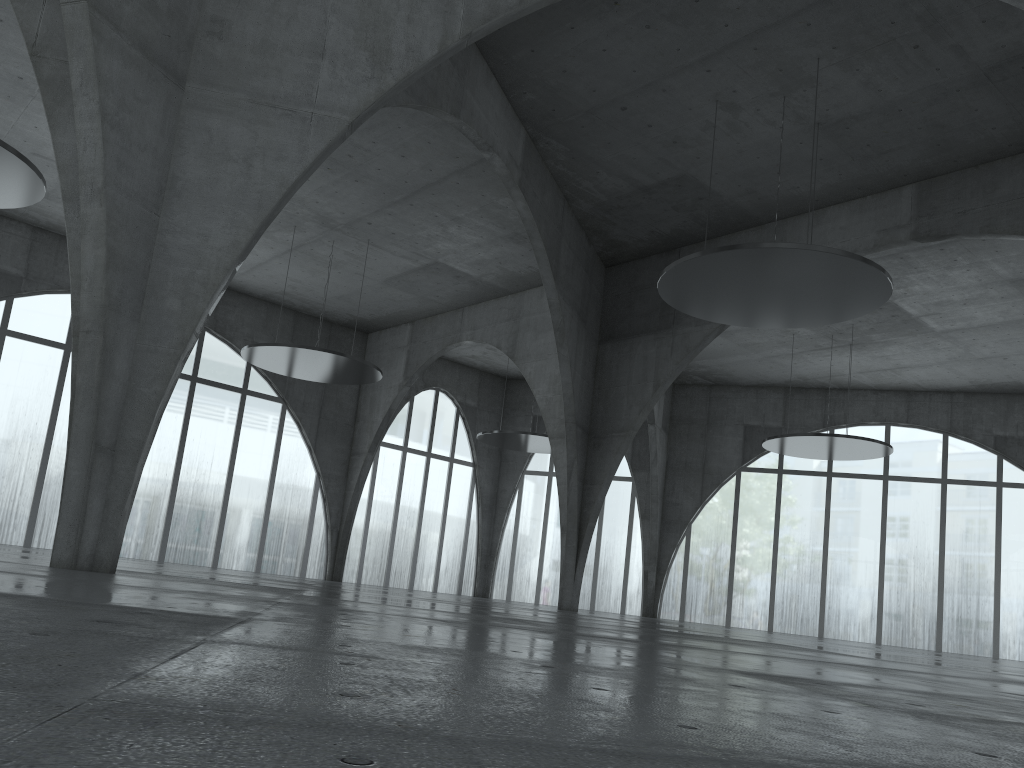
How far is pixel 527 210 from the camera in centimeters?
4943cm
